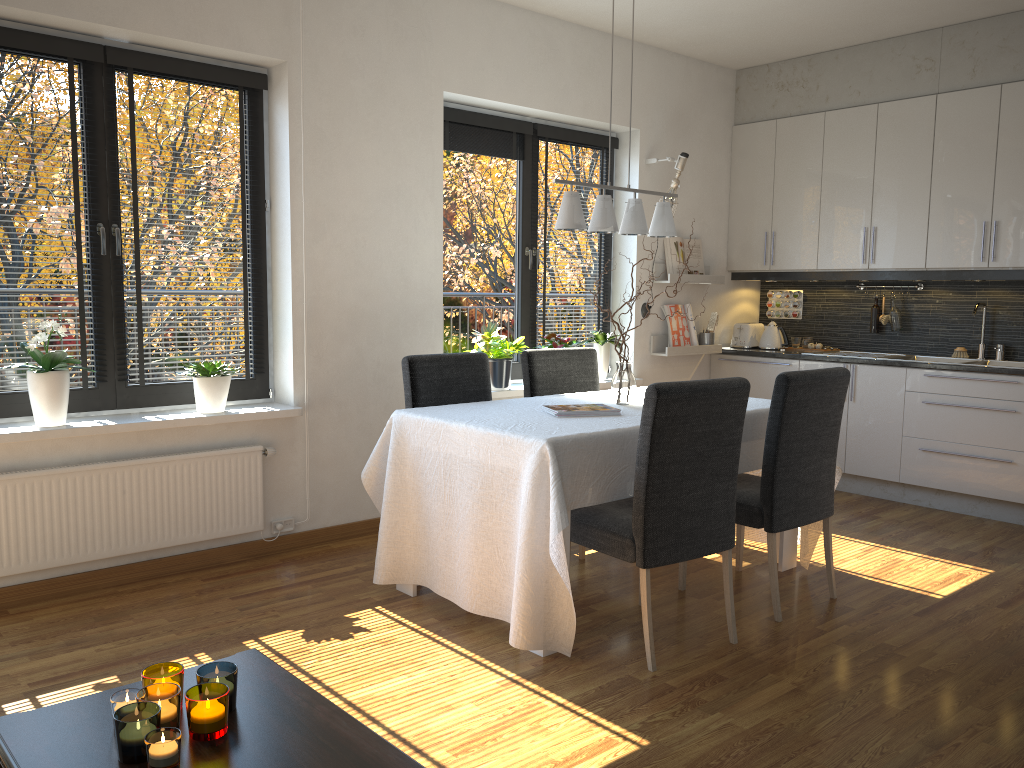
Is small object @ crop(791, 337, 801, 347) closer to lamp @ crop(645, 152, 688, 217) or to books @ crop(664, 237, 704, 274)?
books @ crop(664, 237, 704, 274)

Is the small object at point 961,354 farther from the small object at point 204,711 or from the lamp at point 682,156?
the small object at point 204,711

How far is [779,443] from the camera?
3.3m

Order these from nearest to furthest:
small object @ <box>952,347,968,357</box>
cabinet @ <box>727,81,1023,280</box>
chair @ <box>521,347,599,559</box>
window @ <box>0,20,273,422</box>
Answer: window @ <box>0,20,273,422</box>, chair @ <box>521,347,599,559</box>, cabinet @ <box>727,81,1023,280</box>, small object @ <box>952,347,968,357</box>

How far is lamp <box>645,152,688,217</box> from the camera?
5.49m

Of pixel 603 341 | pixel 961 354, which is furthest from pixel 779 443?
pixel 961 354

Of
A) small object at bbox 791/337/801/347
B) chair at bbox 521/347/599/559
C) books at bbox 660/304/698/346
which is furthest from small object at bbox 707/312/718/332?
chair at bbox 521/347/599/559

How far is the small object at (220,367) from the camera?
3.9m

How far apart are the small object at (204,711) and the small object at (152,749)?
0.07m

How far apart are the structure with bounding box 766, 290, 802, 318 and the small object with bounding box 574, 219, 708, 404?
3.0m
